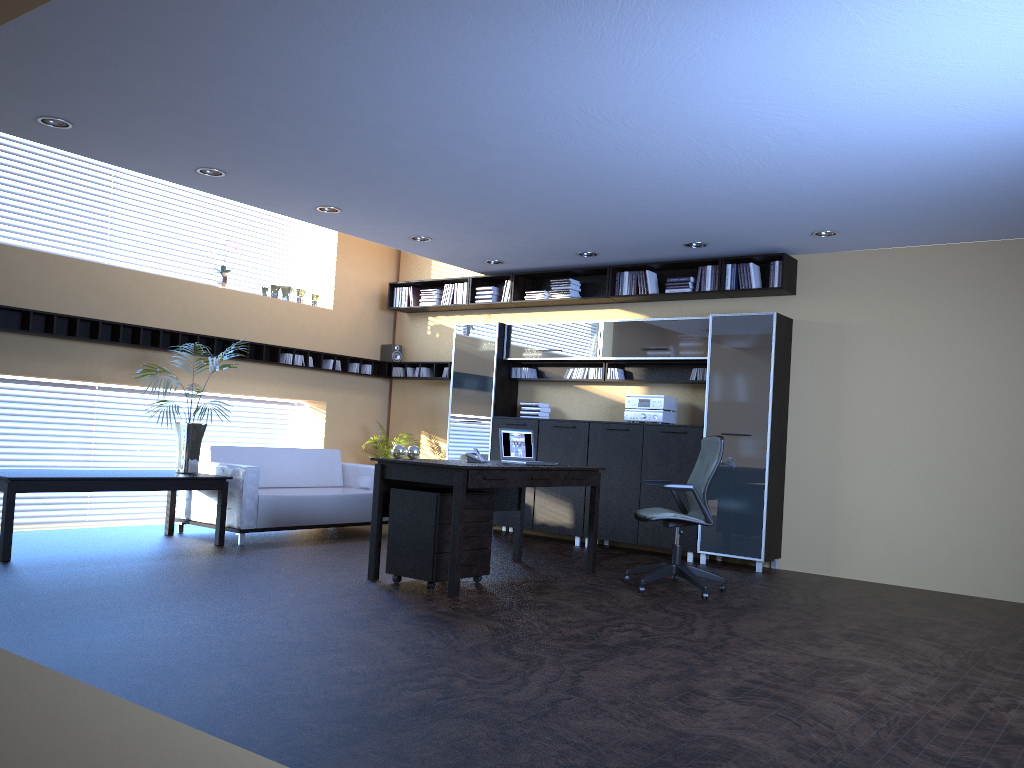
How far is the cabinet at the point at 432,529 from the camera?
6.17m

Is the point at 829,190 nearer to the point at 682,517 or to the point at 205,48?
the point at 682,517

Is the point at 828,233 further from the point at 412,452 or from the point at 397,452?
the point at 397,452

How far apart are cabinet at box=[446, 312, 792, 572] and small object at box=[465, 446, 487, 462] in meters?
2.5 m

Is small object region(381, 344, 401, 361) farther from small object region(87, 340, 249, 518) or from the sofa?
small object region(87, 340, 249, 518)

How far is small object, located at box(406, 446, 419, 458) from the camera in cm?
670

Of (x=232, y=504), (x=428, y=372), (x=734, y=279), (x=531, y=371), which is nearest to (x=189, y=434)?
(x=232, y=504)

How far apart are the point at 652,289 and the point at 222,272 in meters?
4.7 m

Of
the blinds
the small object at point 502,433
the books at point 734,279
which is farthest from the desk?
the blinds

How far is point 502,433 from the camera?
7.3m
